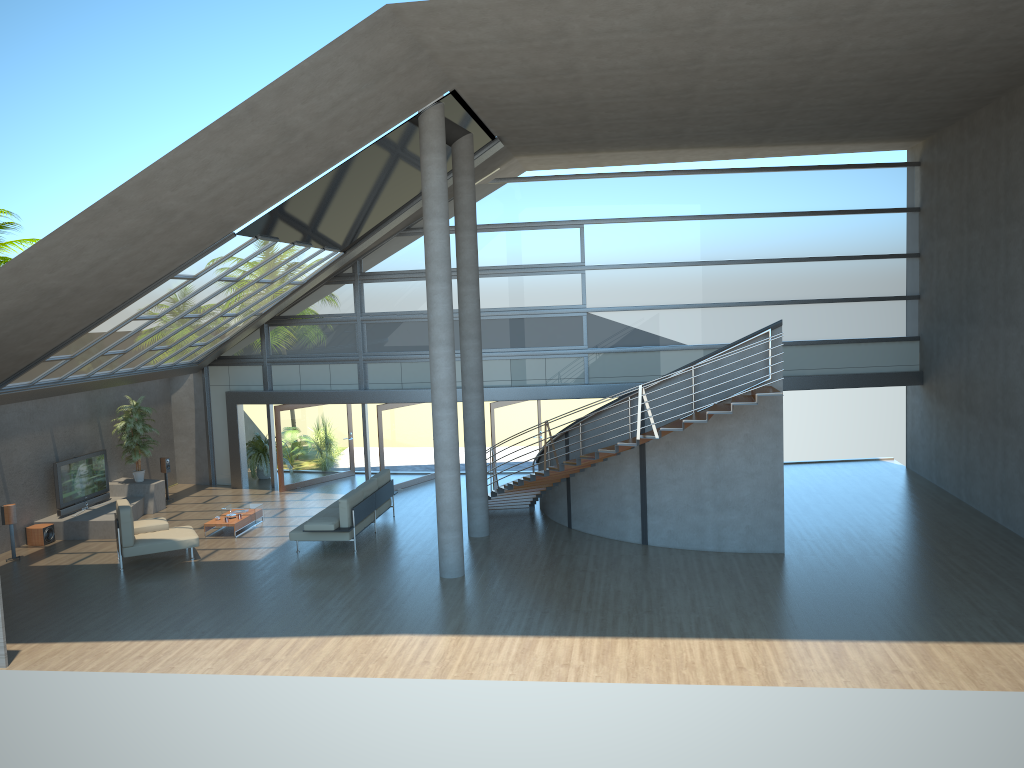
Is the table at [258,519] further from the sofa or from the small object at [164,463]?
the small object at [164,463]

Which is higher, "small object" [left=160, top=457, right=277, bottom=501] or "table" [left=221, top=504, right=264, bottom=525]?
"small object" [left=160, top=457, right=277, bottom=501]

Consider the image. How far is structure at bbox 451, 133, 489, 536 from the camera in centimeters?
1499cm

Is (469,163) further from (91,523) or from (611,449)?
(91,523)

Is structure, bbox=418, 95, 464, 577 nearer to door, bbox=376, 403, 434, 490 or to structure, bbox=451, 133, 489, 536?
structure, bbox=451, 133, 489, 536

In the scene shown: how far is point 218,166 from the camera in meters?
10.6

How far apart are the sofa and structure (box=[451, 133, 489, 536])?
1.80m

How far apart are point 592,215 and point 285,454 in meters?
8.7 m

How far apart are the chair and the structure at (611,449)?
5.1 meters

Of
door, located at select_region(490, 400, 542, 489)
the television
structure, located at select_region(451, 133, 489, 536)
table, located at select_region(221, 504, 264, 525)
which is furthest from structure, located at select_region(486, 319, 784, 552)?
the television
